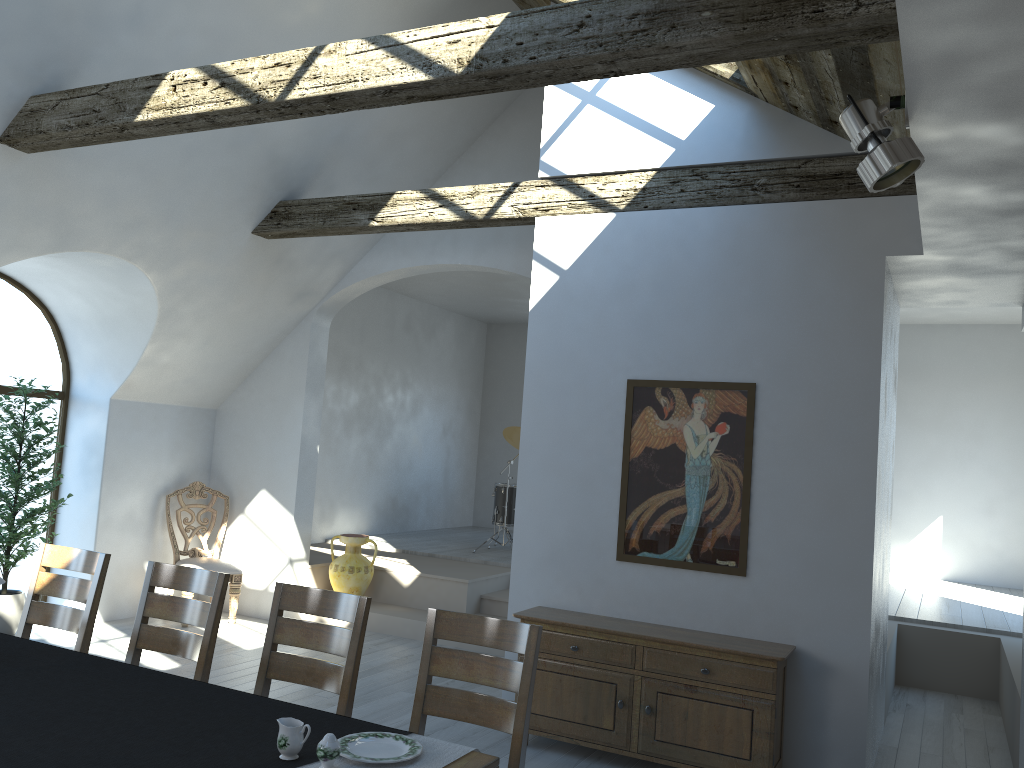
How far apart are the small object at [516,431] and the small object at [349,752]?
6.9 meters

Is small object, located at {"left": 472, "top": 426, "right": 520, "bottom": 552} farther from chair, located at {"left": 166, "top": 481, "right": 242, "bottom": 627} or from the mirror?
the mirror

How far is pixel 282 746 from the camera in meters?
2.4 m

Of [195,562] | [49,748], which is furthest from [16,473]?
[49,748]

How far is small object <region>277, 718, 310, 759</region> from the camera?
2.4m

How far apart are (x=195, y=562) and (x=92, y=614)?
3.4 meters

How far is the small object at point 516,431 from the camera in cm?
970

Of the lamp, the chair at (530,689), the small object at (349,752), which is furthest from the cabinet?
the lamp

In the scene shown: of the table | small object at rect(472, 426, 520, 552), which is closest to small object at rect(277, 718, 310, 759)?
the table

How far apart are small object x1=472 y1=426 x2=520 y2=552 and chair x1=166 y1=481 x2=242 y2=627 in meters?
3.0 m
